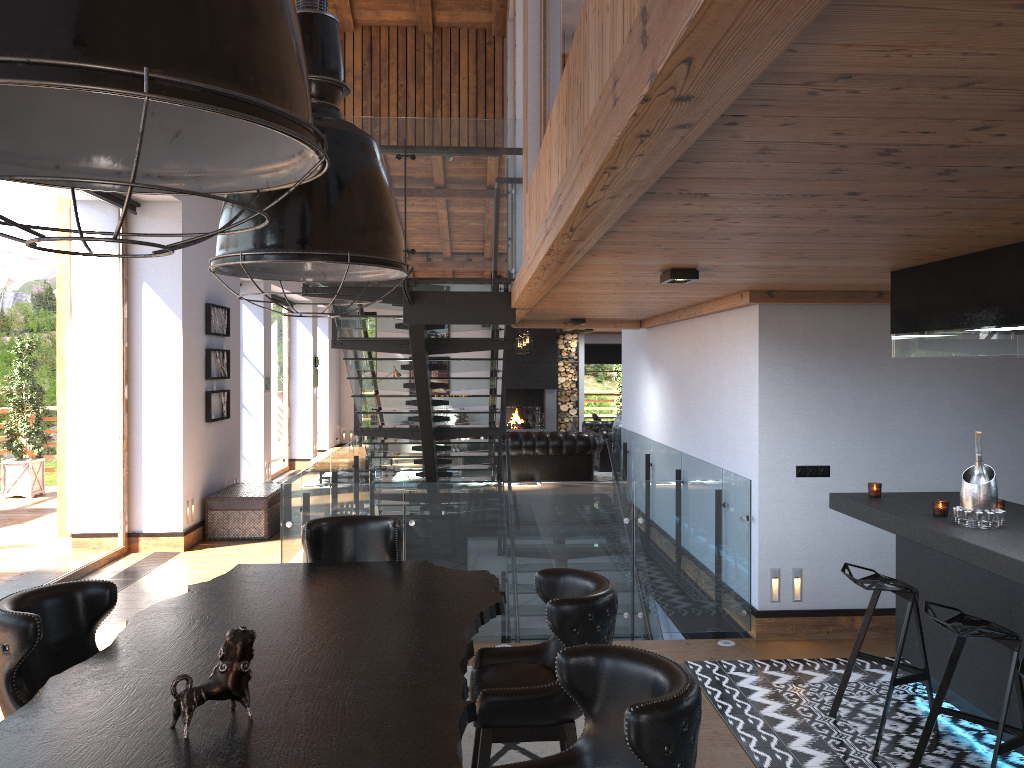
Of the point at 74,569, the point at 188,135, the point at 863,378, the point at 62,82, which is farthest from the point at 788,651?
the point at 74,569

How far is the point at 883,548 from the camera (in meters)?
6.11

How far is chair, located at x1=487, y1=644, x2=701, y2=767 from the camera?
2.03m

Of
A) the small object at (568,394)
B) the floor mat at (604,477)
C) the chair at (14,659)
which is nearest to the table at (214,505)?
the floor mat at (604,477)

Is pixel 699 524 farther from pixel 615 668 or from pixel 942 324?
pixel 615 668

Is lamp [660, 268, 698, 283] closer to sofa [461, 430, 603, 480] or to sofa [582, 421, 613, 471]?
sofa [461, 430, 603, 480]

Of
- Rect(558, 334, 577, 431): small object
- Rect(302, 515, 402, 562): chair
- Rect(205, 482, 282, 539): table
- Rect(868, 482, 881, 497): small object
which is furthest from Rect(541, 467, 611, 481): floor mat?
Rect(302, 515, 402, 562): chair

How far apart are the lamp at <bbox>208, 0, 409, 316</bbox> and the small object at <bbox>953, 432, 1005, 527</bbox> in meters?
2.9 m

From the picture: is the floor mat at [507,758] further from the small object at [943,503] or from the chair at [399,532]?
the small object at [943,503]

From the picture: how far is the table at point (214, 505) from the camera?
9.6 meters
